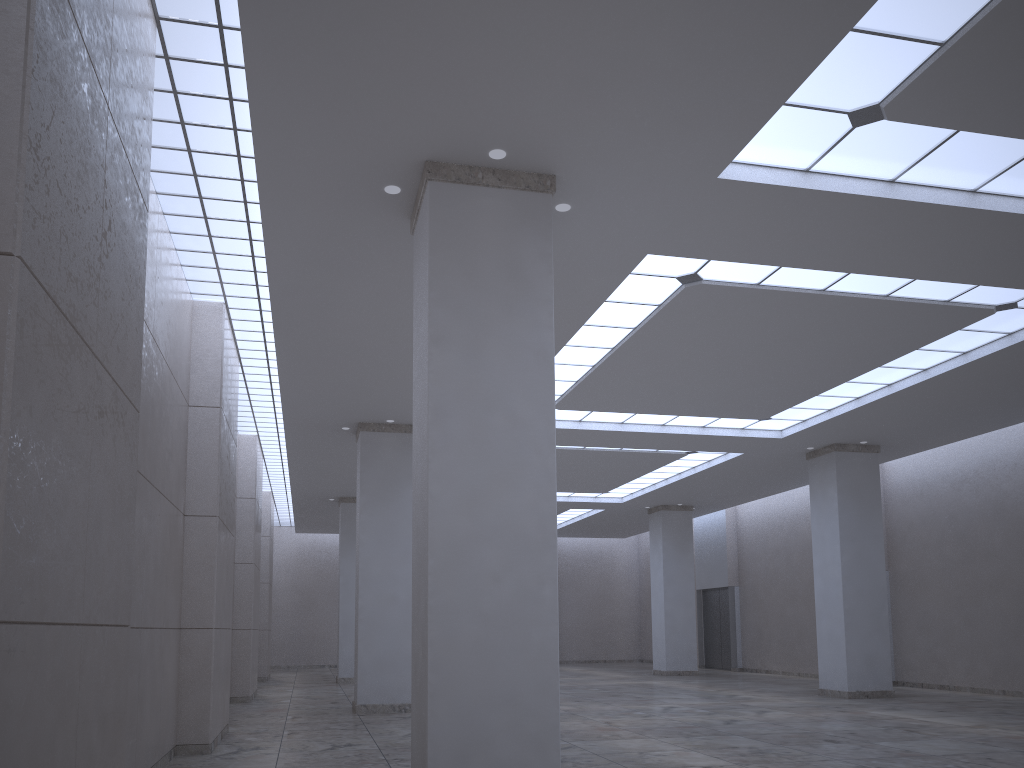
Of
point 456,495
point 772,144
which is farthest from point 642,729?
point 772,144

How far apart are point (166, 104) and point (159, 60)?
1.90m
